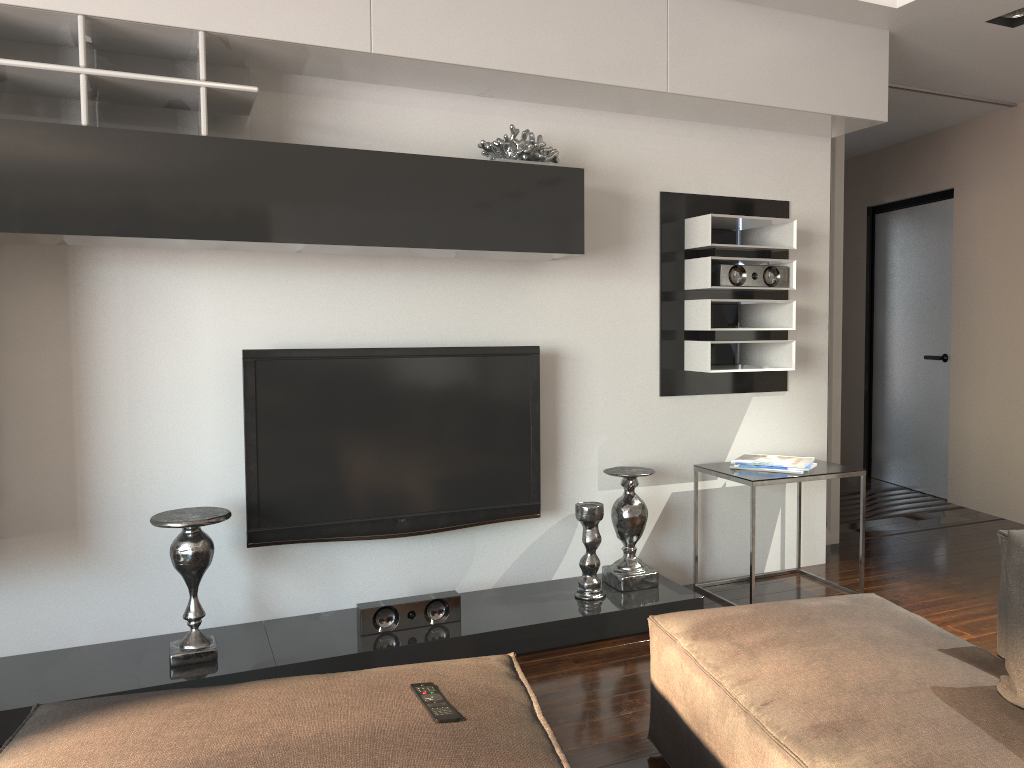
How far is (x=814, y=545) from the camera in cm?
425

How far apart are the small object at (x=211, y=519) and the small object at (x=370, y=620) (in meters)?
0.49

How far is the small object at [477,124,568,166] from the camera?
3.25m

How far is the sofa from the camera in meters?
1.6

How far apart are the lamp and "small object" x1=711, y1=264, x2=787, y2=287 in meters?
1.3

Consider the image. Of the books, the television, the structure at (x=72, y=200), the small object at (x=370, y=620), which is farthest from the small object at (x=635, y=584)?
the small object at (x=370, y=620)

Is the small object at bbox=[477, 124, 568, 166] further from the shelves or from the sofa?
the sofa

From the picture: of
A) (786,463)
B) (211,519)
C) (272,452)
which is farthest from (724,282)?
(211,519)

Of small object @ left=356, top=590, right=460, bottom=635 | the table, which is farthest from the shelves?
the table

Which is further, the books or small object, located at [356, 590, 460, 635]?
the books
